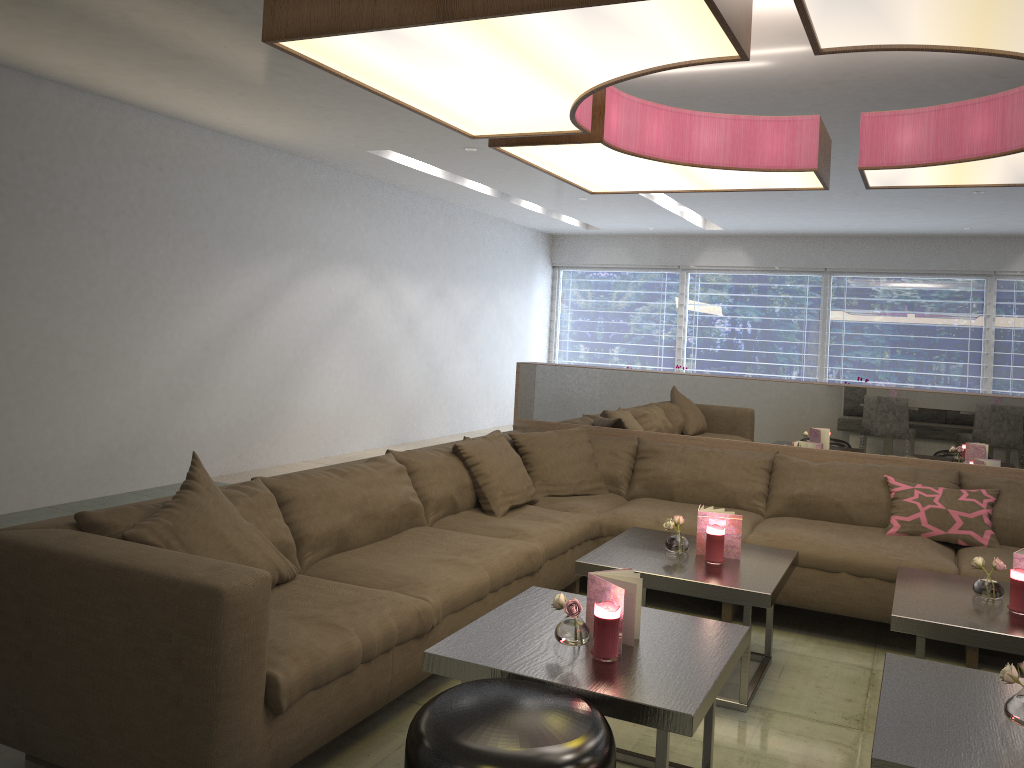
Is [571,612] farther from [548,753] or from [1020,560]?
[1020,560]

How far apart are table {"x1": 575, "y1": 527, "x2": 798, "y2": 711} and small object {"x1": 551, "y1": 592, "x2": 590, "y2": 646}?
0.8 meters

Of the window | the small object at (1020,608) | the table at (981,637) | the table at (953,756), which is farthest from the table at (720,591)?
the window

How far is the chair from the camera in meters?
1.7 m

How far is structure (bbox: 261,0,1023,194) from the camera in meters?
1.9 m

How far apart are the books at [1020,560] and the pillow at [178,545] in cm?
229

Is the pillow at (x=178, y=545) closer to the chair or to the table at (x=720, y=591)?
the chair

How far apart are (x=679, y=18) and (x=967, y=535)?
2.8m

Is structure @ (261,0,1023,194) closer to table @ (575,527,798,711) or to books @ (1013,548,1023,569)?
books @ (1013,548,1023,569)

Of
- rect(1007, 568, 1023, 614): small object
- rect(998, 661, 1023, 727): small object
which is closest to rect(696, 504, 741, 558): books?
rect(1007, 568, 1023, 614): small object
